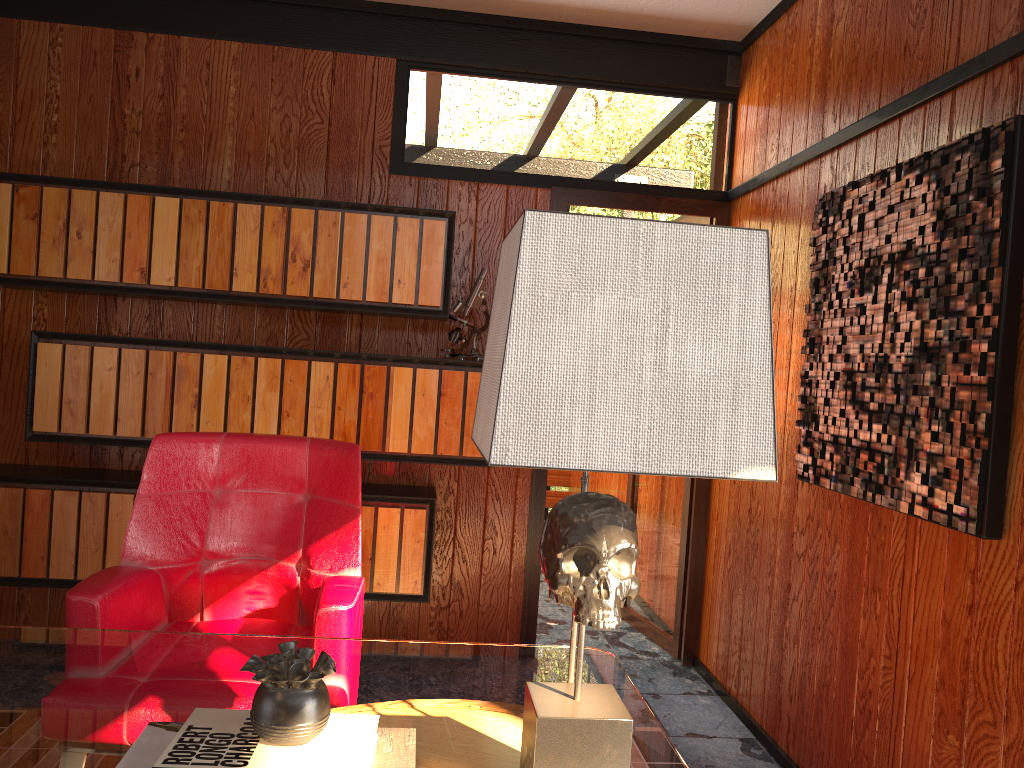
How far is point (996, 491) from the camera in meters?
1.8 m

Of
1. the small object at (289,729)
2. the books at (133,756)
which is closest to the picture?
the books at (133,756)

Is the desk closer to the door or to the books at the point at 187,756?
the books at the point at 187,756

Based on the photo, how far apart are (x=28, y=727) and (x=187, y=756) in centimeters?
37cm

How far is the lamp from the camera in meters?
0.9 m

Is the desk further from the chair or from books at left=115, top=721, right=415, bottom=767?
the chair

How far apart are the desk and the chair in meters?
0.2

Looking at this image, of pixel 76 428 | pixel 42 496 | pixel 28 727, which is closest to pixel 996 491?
pixel 28 727

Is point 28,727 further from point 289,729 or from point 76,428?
point 76,428

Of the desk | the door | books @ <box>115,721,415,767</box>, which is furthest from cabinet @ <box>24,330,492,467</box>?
books @ <box>115,721,415,767</box>
